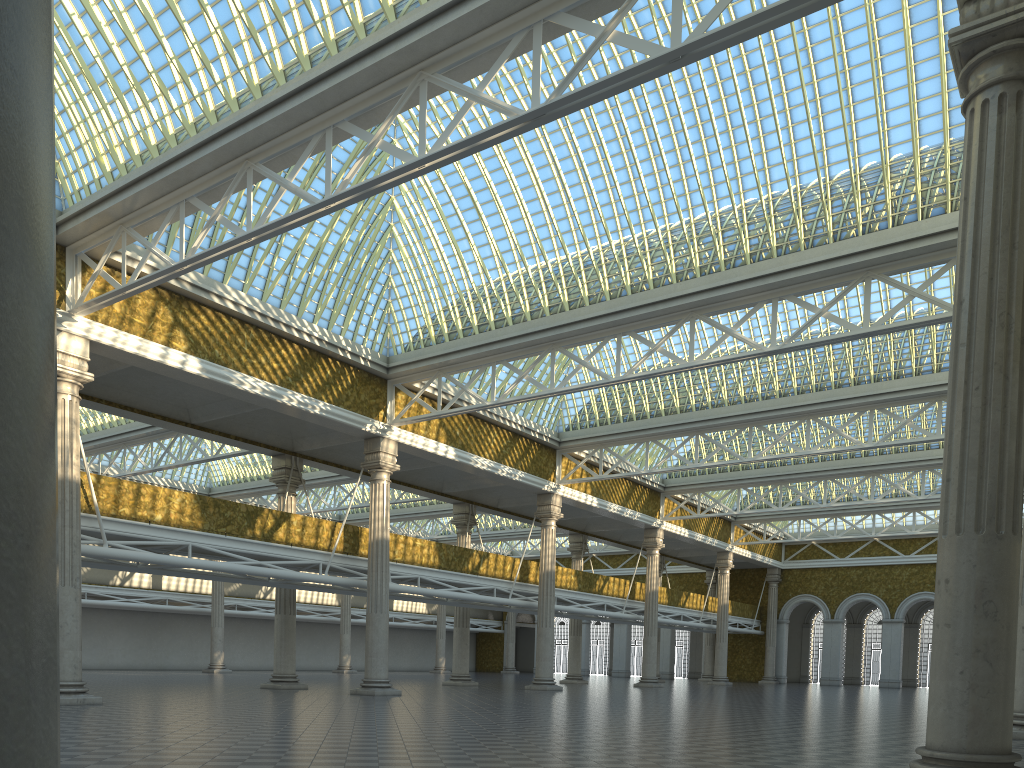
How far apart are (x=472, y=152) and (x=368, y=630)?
18.18m

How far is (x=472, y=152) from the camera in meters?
15.3 m
